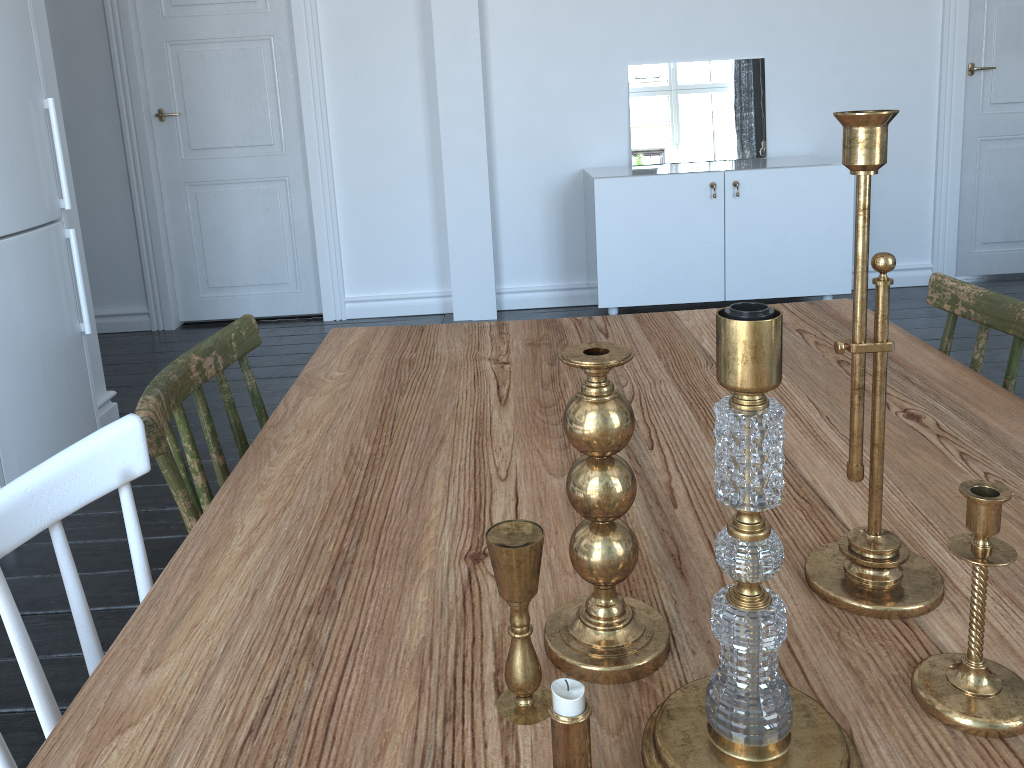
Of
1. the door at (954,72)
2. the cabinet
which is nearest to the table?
the cabinet

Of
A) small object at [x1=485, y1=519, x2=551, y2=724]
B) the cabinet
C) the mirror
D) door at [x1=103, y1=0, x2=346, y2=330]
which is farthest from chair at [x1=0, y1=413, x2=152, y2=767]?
the mirror

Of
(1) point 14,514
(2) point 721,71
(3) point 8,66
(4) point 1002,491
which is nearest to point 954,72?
(2) point 721,71

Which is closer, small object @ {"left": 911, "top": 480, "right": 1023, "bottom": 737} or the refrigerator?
small object @ {"left": 911, "top": 480, "right": 1023, "bottom": 737}

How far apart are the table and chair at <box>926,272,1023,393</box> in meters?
0.0

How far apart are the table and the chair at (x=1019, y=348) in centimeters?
2cm

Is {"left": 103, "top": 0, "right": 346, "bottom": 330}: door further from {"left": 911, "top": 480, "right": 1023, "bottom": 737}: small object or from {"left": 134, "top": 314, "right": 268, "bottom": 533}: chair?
{"left": 911, "top": 480, "right": 1023, "bottom": 737}: small object

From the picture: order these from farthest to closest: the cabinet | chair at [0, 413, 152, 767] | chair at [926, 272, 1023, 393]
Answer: the cabinet
chair at [926, 272, 1023, 393]
chair at [0, 413, 152, 767]

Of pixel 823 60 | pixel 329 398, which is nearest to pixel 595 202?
pixel 823 60

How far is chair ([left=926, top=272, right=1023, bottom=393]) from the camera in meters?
1.3 m
